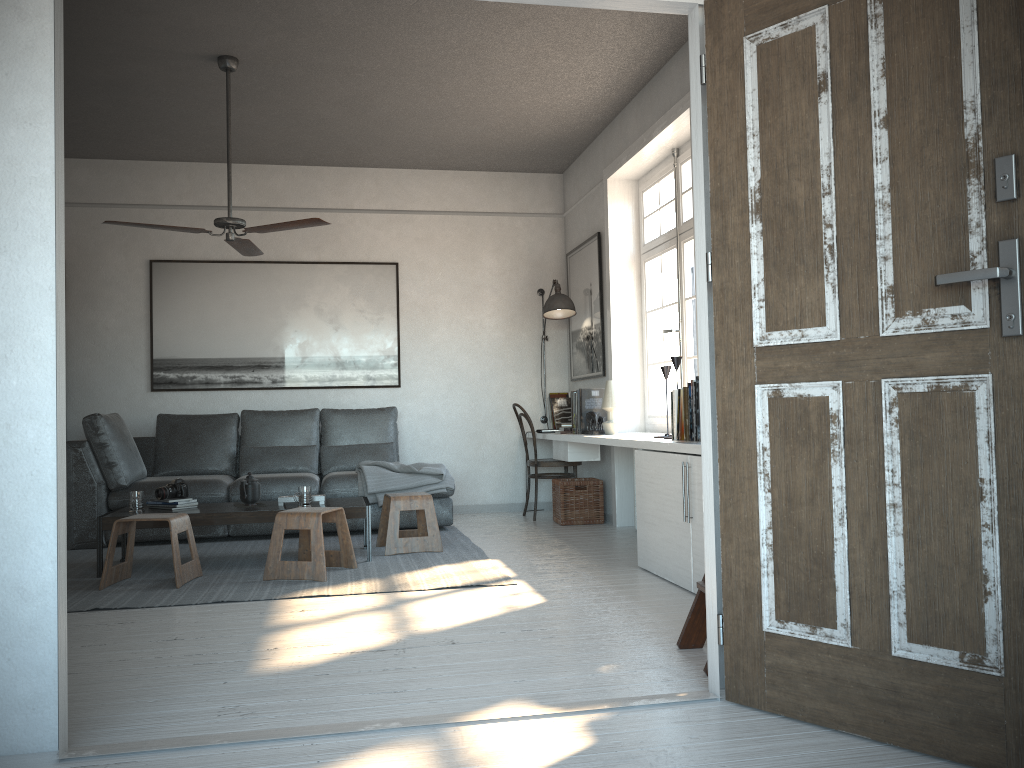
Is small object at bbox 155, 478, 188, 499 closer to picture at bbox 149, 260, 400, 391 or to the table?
the table

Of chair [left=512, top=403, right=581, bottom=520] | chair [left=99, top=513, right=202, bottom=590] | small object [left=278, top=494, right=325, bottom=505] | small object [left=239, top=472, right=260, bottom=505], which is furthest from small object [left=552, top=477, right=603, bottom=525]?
chair [left=99, top=513, right=202, bottom=590]

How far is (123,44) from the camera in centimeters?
486cm

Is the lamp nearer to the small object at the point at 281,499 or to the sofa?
the sofa

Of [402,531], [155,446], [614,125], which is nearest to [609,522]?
[402,531]

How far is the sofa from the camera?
5.81m

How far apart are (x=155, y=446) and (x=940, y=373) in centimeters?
582cm

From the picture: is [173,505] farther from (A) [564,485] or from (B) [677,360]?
(B) [677,360]

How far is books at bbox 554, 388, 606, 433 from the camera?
A: 6.3m

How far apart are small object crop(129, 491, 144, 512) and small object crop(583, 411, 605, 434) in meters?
2.9
